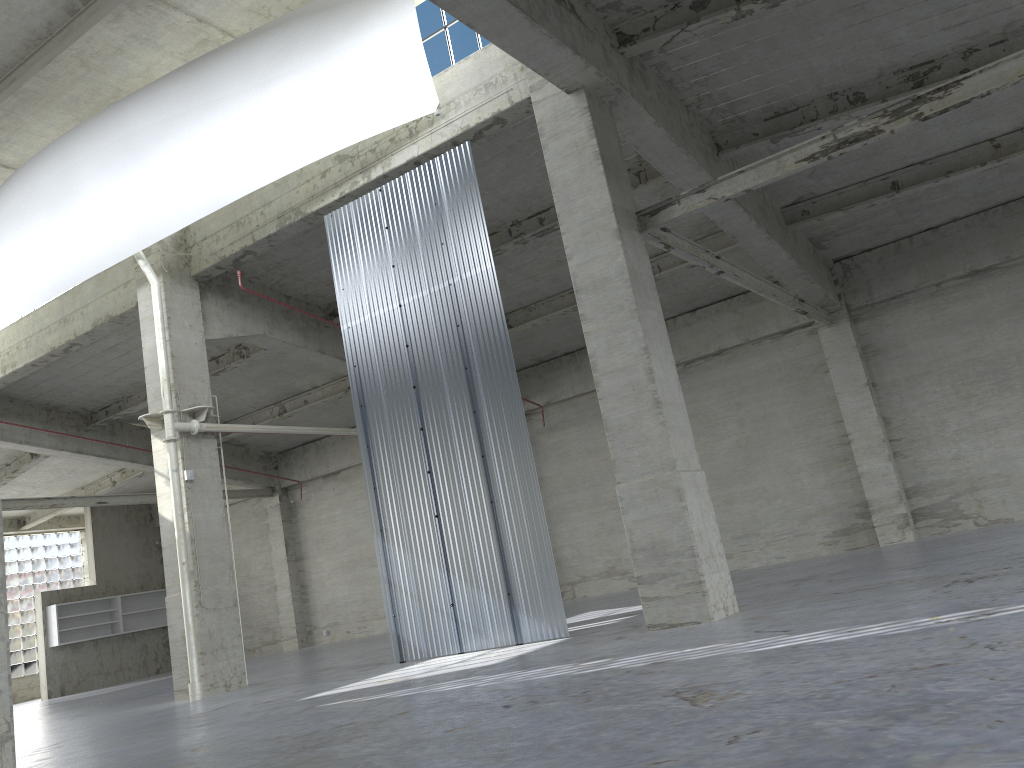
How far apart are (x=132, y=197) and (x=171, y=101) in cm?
252

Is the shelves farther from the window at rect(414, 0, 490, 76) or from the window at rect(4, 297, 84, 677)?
the window at rect(414, 0, 490, 76)

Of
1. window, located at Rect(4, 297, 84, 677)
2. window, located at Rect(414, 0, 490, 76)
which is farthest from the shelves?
window, located at Rect(414, 0, 490, 76)

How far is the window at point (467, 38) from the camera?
19.4m

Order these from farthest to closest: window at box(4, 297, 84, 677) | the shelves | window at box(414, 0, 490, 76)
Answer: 1. window at box(4, 297, 84, 677)
2. the shelves
3. window at box(414, 0, 490, 76)

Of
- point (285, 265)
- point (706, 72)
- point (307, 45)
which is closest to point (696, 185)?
point (706, 72)

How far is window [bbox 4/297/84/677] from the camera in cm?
4425

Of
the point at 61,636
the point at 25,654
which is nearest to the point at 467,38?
the point at 61,636

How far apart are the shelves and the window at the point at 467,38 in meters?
33.0 m

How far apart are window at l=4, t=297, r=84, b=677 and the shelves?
5.2m
